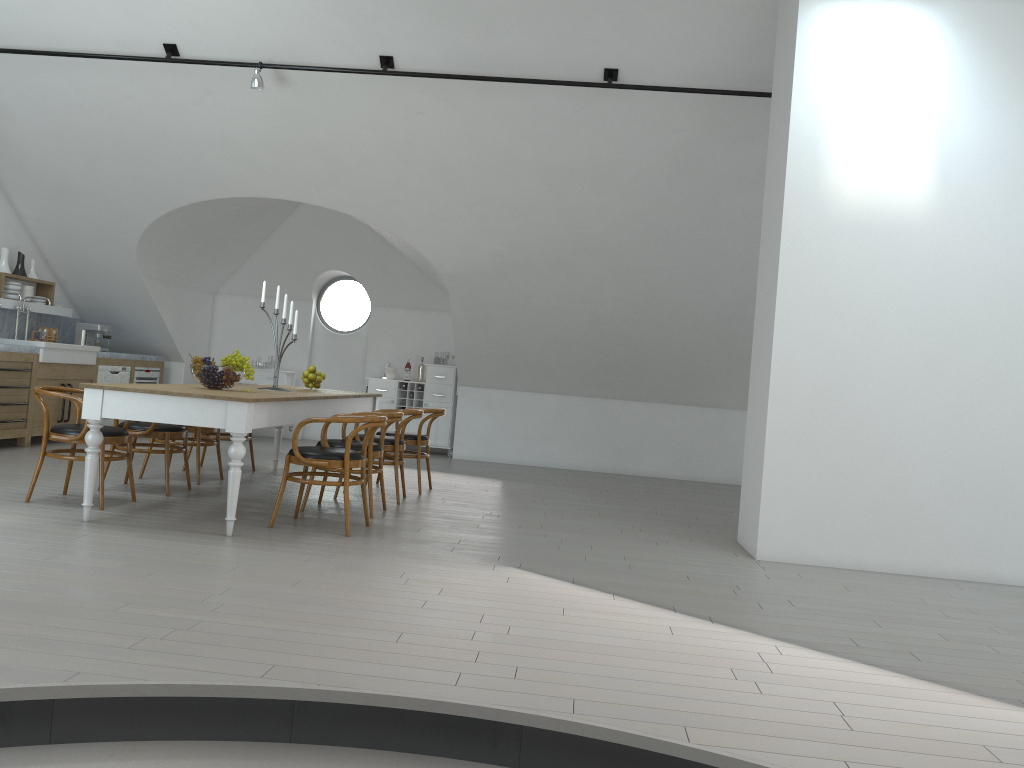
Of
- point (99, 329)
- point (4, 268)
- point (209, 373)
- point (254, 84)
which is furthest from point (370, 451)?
point (99, 329)

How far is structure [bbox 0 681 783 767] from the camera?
2.6 meters

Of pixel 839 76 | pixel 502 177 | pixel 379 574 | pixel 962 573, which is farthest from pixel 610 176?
pixel 379 574

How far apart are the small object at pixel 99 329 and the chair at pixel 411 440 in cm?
477

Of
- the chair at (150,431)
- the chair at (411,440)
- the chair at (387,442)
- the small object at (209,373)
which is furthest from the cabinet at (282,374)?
the small object at (209,373)

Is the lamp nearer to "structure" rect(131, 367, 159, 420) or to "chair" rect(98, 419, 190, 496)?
"chair" rect(98, 419, 190, 496)

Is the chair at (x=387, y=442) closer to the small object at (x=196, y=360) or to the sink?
the small object at (x=196, y=360)

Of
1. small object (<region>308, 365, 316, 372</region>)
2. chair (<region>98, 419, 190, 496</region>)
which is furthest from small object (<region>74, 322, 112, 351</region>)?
chair (<region>98, 419, 190, 496</region>)

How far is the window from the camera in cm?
4721

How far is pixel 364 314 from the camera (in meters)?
47.21
